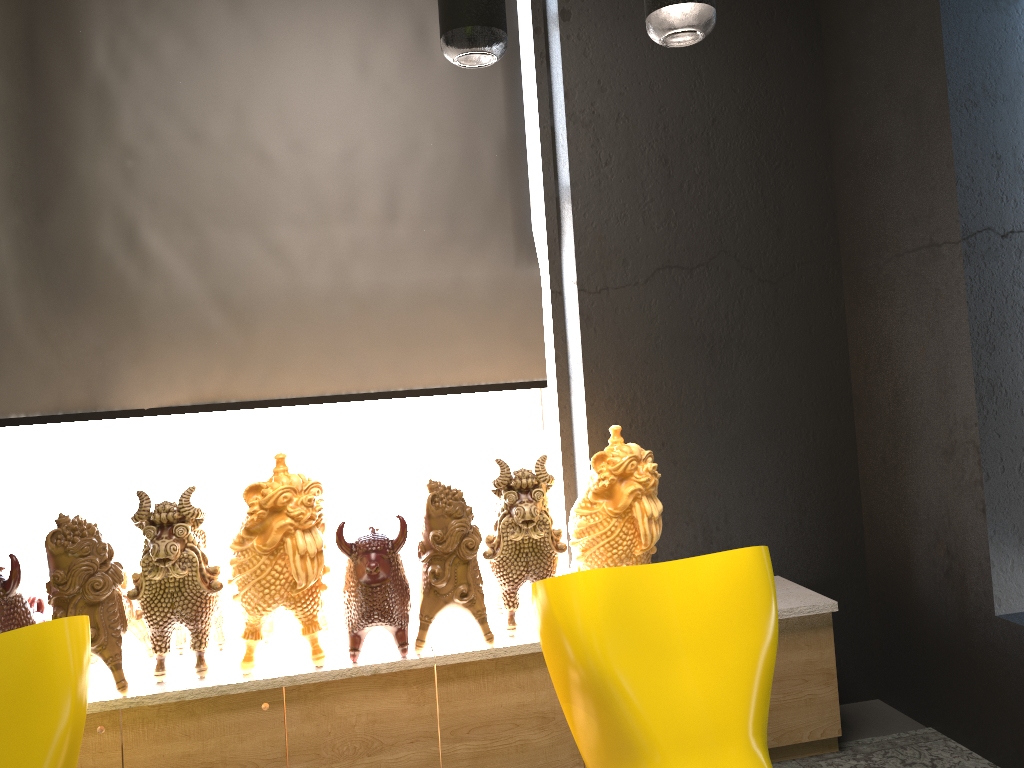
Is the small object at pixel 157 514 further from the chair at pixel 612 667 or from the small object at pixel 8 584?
the chair at pixel 612 667

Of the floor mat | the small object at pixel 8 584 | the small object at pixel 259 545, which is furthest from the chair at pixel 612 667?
the small object at pixel 8 584

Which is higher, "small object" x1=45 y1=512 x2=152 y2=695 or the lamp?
the lamp

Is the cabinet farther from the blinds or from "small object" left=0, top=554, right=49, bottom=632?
the blinds

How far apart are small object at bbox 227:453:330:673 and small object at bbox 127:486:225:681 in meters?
0.0

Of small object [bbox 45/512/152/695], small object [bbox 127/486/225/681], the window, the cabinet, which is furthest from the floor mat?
small object [bbox 45/512/152/695]

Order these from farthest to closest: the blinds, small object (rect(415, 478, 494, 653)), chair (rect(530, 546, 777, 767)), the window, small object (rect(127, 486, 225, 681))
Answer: the window, the blinds, small object (rect(415, 478, 494, 653)), small object (rect(127, 486, 225, 681)), chair (rect(530, 546, 777, 767))

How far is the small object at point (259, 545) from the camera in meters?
2.6 m

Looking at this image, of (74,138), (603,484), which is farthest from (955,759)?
(74,138)

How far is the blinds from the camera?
3.12m
